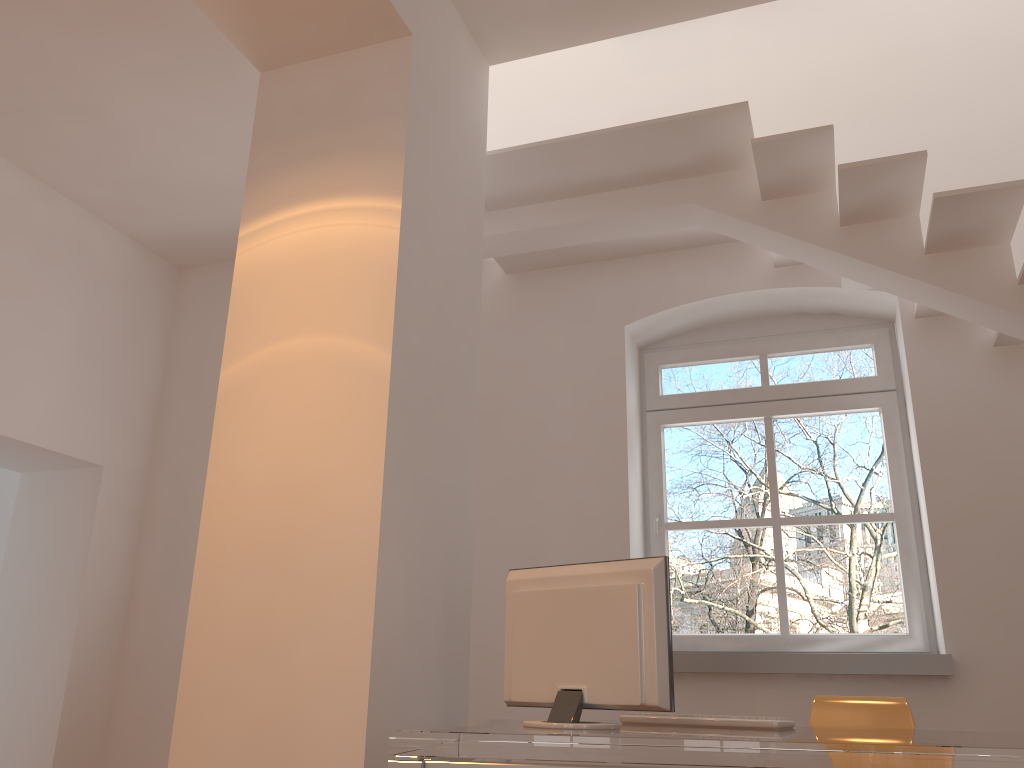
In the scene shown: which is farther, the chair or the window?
the window

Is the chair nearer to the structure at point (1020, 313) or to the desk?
the desk

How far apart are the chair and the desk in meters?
0.8

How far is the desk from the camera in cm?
173

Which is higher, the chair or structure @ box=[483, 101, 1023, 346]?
structure @ box=[483, 101, 1023, 346]

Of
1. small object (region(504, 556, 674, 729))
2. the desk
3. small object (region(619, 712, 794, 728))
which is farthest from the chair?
small object (region(504, 556, 674, 729))

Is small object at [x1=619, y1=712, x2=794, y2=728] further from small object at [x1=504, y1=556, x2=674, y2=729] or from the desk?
small object at [x1=504, y1=556, x2=674, y2=729]

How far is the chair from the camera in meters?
3.2

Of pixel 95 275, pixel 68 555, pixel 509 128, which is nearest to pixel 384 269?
pixel 509 128

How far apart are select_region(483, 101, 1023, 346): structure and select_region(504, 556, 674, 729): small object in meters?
1.8
